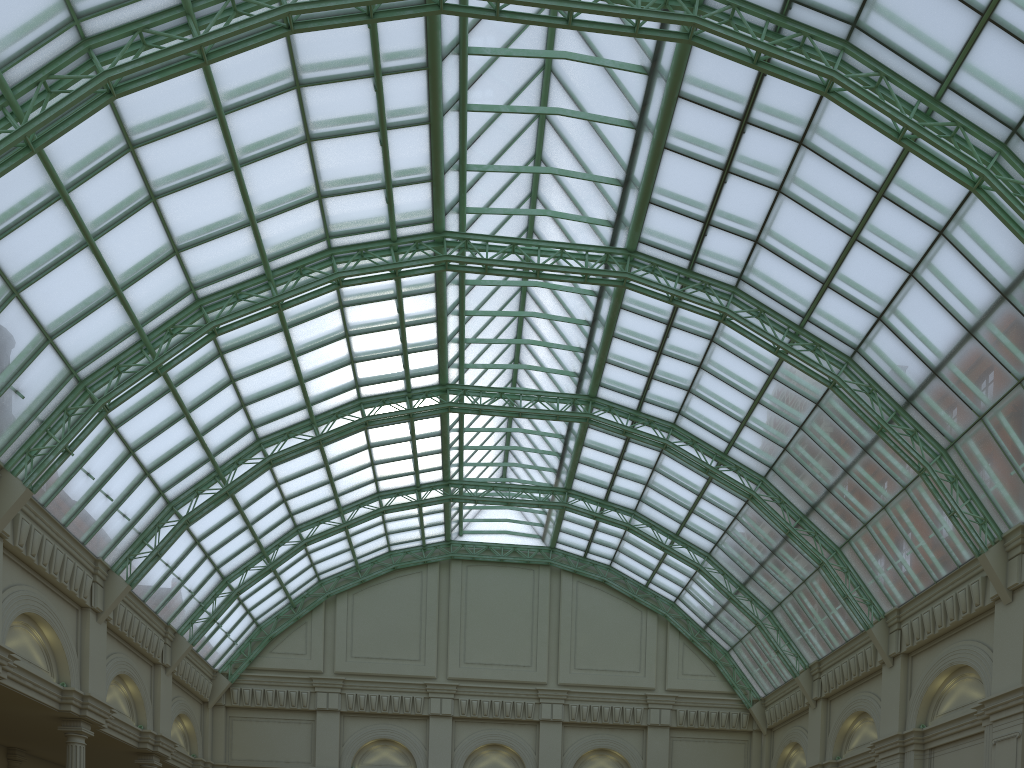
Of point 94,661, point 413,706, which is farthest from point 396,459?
point 94,661

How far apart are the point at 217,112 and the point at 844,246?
27.9m
